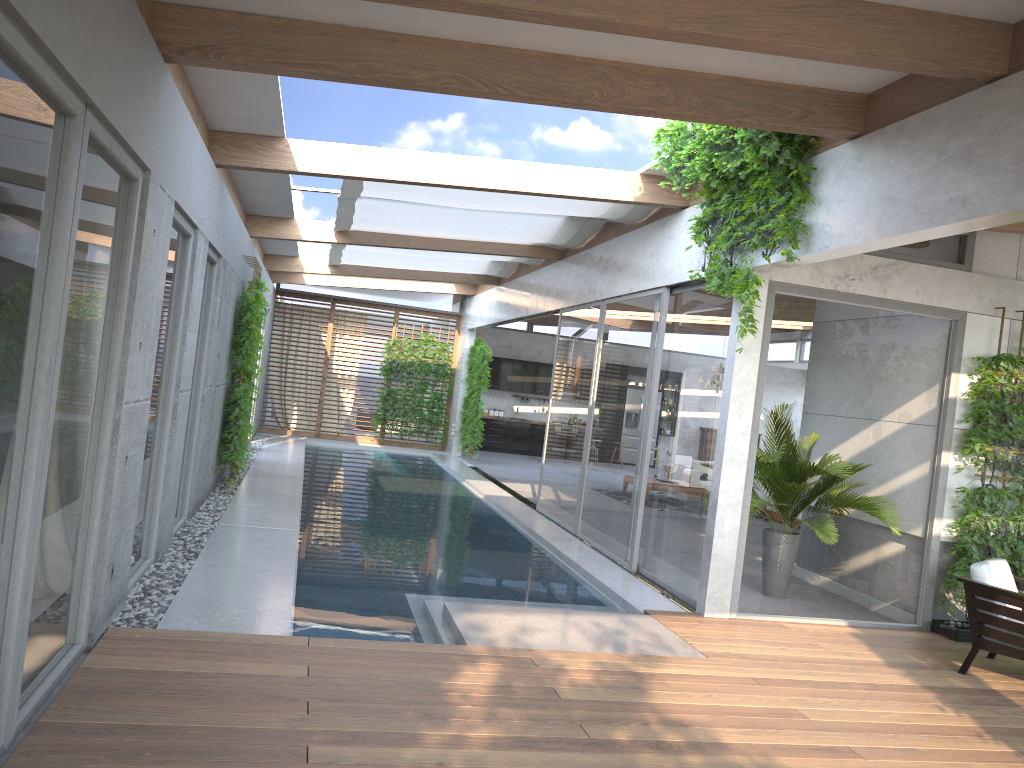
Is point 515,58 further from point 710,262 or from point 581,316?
point 581,316

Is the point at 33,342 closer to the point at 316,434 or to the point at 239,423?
the point at 239,423

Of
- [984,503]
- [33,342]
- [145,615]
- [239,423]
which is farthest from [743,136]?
[239,423]

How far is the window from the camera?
3.25m

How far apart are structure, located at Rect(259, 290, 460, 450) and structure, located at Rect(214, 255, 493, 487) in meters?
0.6 m

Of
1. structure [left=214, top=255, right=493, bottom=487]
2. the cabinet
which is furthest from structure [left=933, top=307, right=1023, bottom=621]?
the cabinet

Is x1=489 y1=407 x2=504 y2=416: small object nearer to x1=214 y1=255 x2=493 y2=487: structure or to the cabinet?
the cabinet

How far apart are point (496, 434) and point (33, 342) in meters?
18.3

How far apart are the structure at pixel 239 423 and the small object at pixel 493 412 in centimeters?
217cm

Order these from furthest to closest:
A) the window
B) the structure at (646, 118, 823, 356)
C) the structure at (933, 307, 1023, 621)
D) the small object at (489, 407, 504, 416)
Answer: the small object at (489, 407, 504, 416) → the structure at (933, 307, 1023, 621) → the structure at (646, 118, 823, 356) → the window
